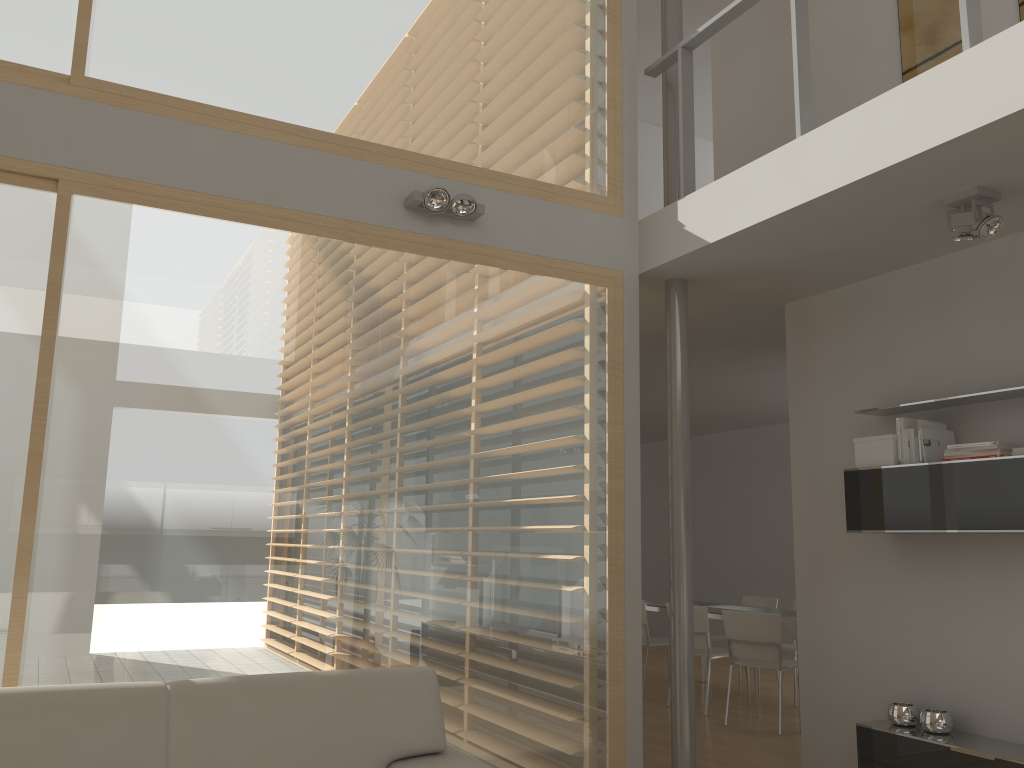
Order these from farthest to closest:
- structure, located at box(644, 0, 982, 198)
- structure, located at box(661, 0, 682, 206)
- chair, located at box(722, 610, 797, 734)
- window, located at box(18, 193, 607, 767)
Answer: chair, located at box(722, 610, 797, 734), structure, located at box(661, 0, 682, 206), window, located at box(18, 193, 607, 767), structure, located at box(644, 0, 982, 198)

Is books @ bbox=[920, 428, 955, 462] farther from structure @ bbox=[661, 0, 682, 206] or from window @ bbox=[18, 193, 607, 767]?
structure @ bbox=[661, 0, 682, 206]

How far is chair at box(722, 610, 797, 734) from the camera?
6.25m

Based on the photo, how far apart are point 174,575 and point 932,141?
3.28m

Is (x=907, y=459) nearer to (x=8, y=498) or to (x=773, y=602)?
(x=8, y=498)

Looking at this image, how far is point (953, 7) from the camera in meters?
4.4

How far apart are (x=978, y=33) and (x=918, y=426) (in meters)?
1.75

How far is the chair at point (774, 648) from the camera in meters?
6.3

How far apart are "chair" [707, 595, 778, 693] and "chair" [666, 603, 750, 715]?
0.92m

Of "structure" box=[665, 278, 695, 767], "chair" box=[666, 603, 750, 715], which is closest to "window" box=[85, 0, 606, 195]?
"structure" box=[665, 278, 695, 767]
